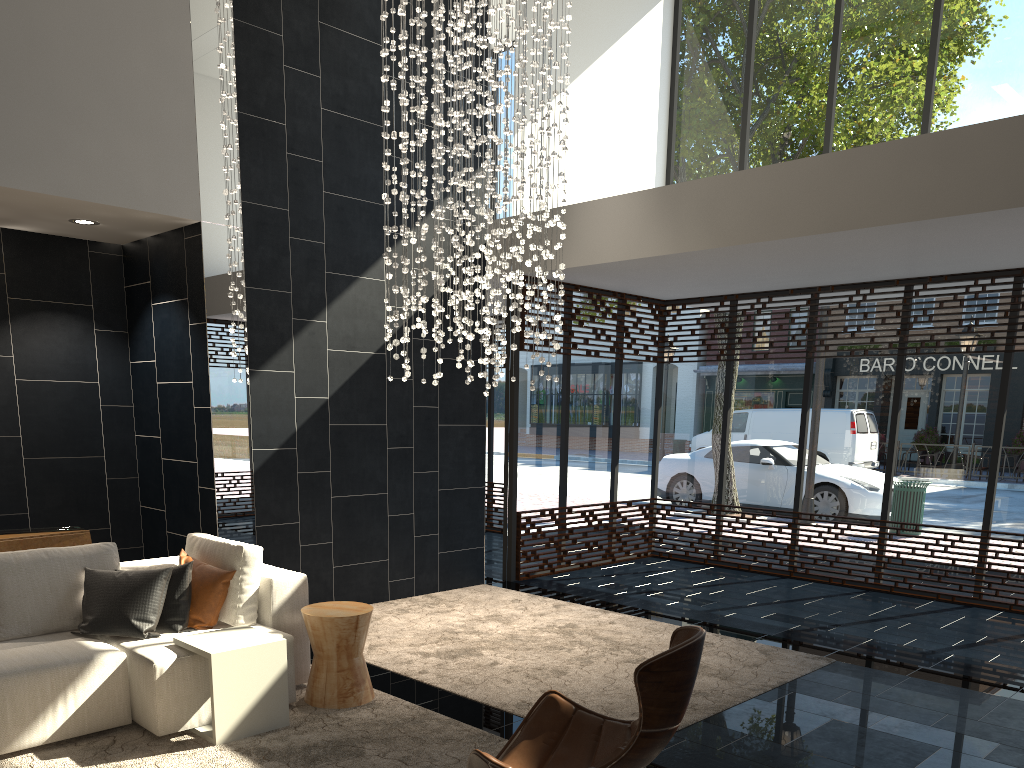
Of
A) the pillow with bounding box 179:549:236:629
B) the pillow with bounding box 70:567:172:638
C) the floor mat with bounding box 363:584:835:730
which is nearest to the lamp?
the floor mat with bounding box 363:584:835:730

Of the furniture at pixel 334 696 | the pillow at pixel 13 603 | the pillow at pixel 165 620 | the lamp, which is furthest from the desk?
the lamp

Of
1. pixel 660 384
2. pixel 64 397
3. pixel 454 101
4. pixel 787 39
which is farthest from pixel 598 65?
pixel 64 397

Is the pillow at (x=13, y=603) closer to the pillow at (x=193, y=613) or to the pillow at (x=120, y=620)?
the pillow at (x=120, y=620)

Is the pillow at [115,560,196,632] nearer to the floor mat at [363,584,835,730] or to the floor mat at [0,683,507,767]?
the floor mat at [0,683,507,767]

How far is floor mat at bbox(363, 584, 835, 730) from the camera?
4.8 meters

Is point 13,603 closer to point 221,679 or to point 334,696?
point 221,679

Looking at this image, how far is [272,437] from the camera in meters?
6.4

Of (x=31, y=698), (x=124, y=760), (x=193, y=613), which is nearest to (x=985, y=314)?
(x=193, y=613)

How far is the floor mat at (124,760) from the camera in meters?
3.7
